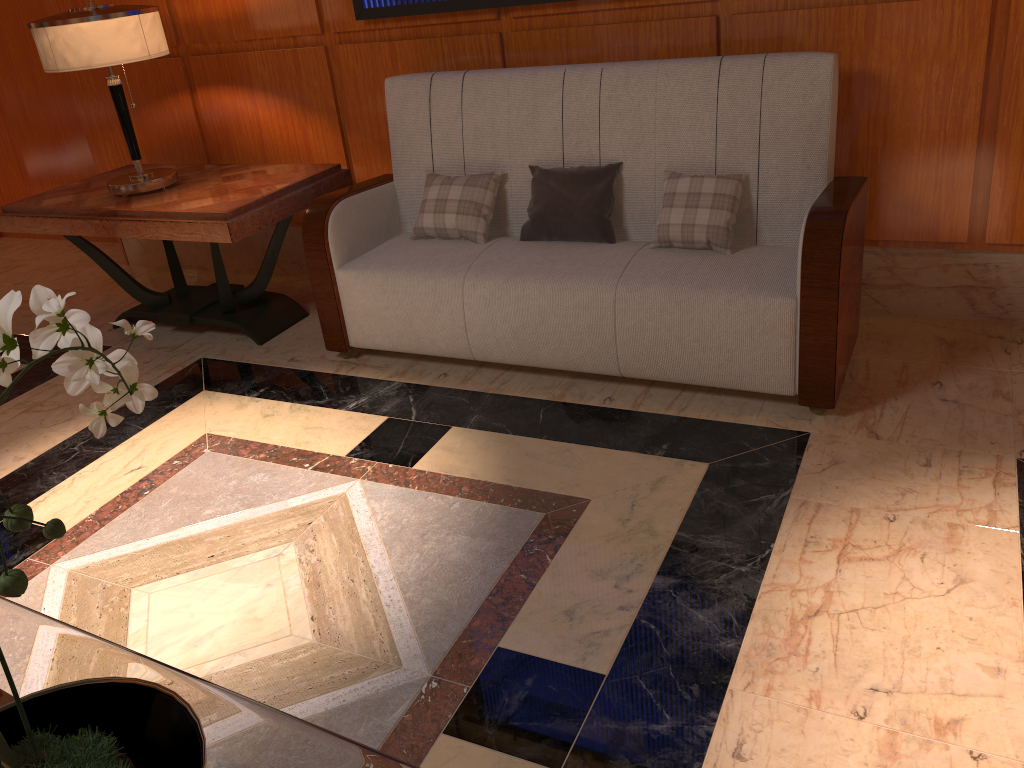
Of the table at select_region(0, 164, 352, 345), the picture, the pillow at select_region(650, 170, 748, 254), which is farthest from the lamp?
the pillow at select_region(650, 170, 748, 254)

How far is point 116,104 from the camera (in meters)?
3.37

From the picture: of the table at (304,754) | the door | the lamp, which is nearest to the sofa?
the lamp

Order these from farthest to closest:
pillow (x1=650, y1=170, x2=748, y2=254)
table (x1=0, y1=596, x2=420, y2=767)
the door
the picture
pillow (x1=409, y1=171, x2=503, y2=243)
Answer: the door, the picture, pillow (x1=409, y1=171, x2=503, y2=243), pillow (x1=650, y1=170, x2=748, y2=254), table (x1=0, y1=596, x2=420, y2=767)

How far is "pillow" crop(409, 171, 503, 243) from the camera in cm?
304

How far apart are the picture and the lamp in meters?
0.7 m

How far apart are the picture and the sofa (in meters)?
0.26

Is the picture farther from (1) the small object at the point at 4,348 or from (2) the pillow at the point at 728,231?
(1) the small object at the point at 4,348

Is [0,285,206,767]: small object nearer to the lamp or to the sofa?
the sofa

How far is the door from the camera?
4.8m
